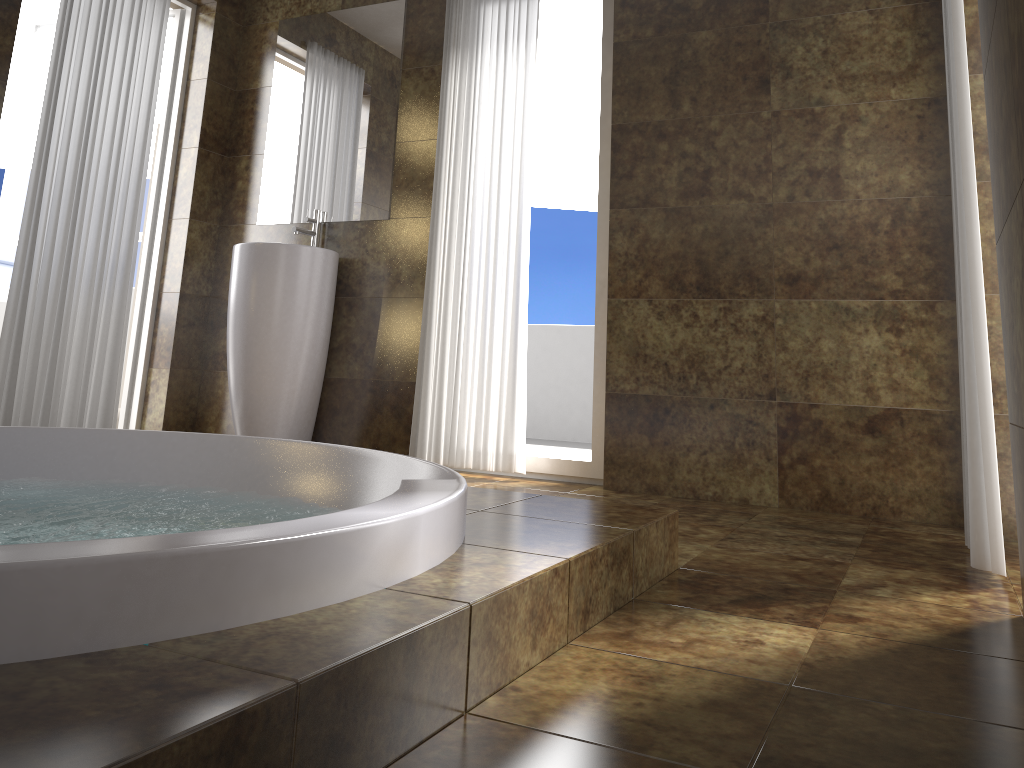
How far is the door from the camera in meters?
4.2 m

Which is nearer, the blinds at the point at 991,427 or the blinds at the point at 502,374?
the blinds at the point at 991,427

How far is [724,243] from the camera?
3.21m

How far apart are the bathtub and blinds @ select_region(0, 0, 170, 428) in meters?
1.1

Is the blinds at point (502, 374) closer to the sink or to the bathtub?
the sink

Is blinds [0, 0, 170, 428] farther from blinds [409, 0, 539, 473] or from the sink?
blinds [409, 0, 539, 473]

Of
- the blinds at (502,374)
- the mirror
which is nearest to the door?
the mirror

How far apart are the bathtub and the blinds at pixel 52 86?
1.1m

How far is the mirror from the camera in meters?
3.9 m

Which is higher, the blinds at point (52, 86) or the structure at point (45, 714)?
the blinds at point (52, 86)
